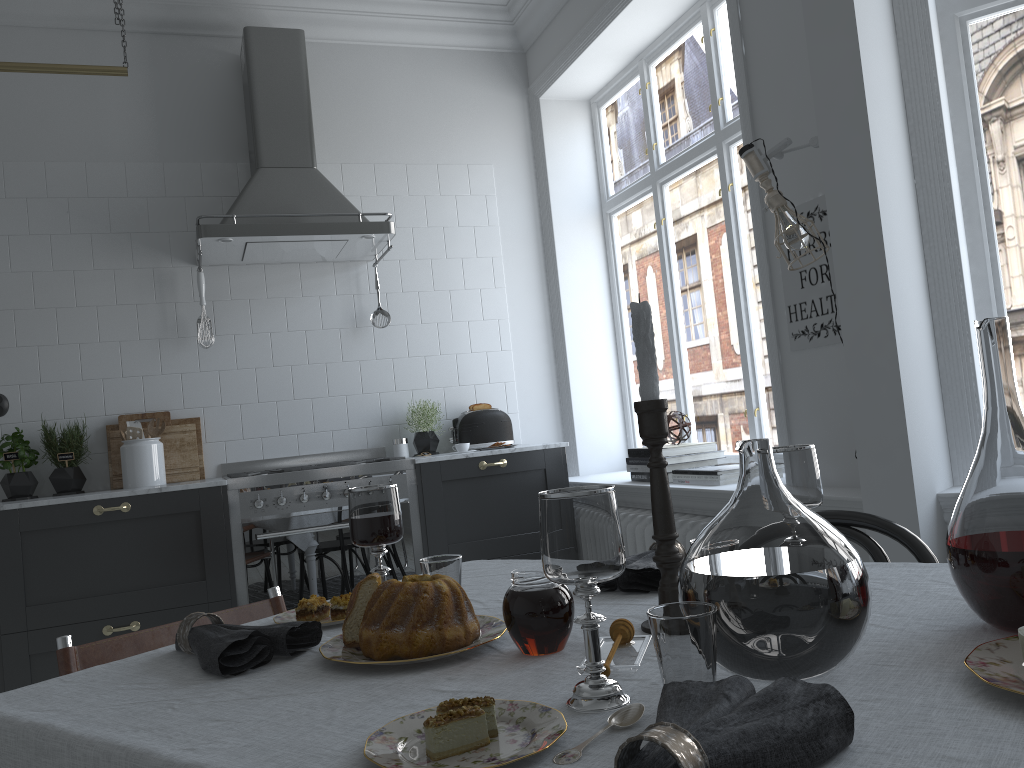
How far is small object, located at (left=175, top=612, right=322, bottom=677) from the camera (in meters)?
1.15

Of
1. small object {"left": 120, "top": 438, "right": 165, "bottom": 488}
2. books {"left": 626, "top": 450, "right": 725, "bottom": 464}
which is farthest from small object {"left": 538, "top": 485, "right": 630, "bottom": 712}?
small object {"left": 120, "top": 438, "right": 165, "bottom": 488}

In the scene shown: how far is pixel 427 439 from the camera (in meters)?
4.30

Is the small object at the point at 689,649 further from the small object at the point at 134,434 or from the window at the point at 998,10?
the small object at the point at 134,434

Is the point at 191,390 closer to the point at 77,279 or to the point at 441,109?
the point at 77,279

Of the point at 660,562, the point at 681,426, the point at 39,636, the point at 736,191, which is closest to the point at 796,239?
the point at 736,191

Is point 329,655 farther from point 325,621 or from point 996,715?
point 996,715

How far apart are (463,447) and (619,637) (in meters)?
2.99

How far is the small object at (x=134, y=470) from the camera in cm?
378

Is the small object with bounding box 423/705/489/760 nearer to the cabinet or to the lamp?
the lamp
